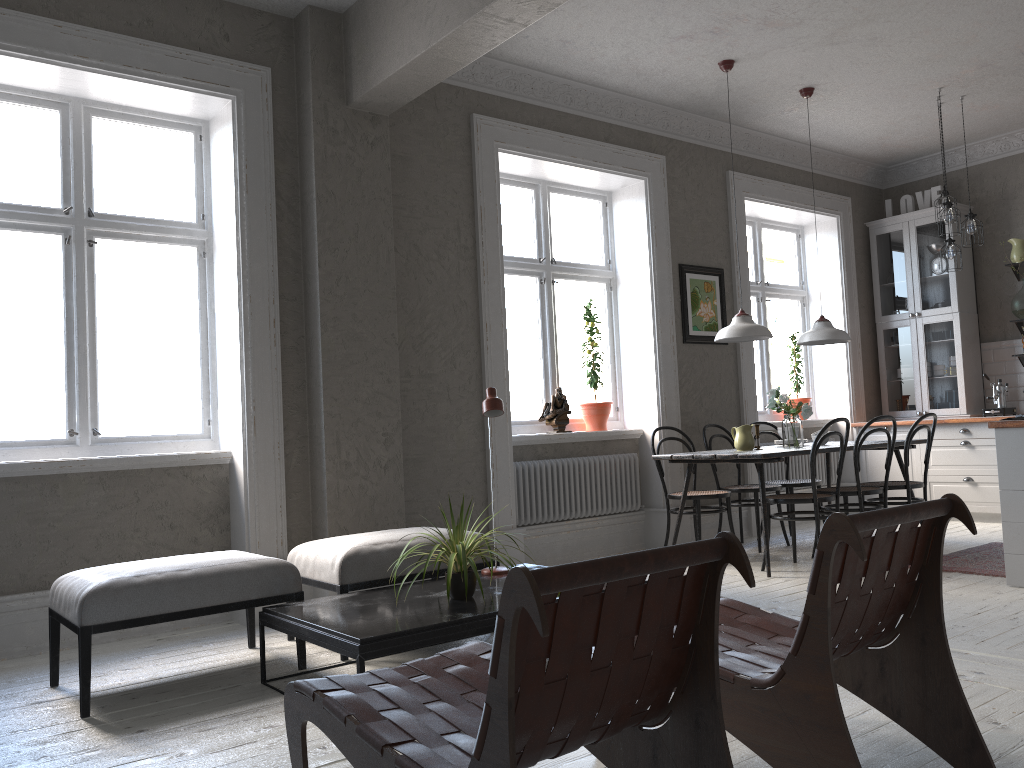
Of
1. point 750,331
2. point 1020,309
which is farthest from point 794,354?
point 750,331

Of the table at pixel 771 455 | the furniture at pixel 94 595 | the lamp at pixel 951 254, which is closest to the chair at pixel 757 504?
the table at pixel 771 455

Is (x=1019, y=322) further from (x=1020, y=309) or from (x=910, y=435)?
(x=910, y=435)

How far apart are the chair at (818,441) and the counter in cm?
89

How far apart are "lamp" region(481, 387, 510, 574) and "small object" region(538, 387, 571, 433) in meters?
2.2 m

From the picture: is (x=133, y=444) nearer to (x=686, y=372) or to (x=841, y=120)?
(x=686, y=372)

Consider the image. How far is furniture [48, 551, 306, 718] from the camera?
3.2m

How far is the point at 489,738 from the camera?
1.4m

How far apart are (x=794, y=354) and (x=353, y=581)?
5.4m

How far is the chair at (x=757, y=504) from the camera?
6.18m
